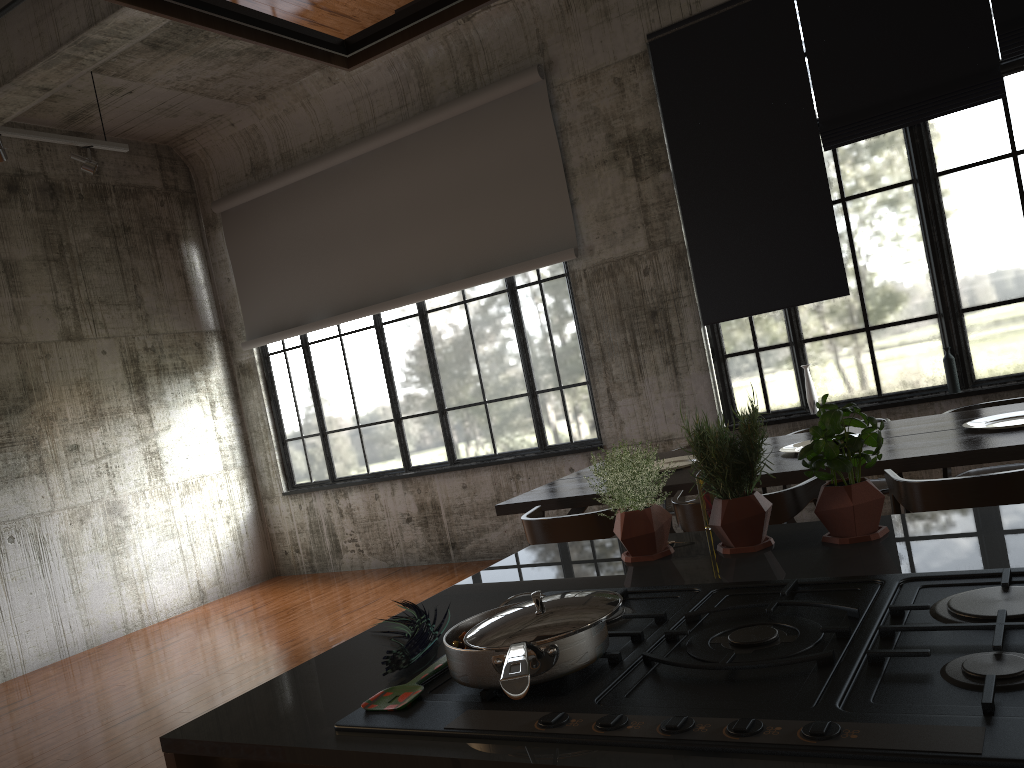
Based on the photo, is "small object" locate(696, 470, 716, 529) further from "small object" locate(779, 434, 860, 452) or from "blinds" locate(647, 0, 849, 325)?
"blinds" locate(647, 0, 849, 325)

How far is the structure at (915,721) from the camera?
0.97m

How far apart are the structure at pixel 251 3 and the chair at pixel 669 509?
4.9m

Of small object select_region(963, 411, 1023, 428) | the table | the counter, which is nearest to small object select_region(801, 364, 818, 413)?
the table

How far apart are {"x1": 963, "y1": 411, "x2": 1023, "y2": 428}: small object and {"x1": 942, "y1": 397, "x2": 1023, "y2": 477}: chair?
0.8 meters

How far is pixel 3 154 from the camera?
6.6m

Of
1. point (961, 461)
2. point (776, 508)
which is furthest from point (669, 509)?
point (961, 461)

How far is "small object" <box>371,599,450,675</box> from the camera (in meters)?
1.54

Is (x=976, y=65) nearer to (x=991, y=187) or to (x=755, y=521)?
(x=991, y=187)

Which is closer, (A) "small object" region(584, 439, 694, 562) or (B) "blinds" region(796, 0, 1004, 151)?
(A) "small object" region(584, 439, 694, 562)
